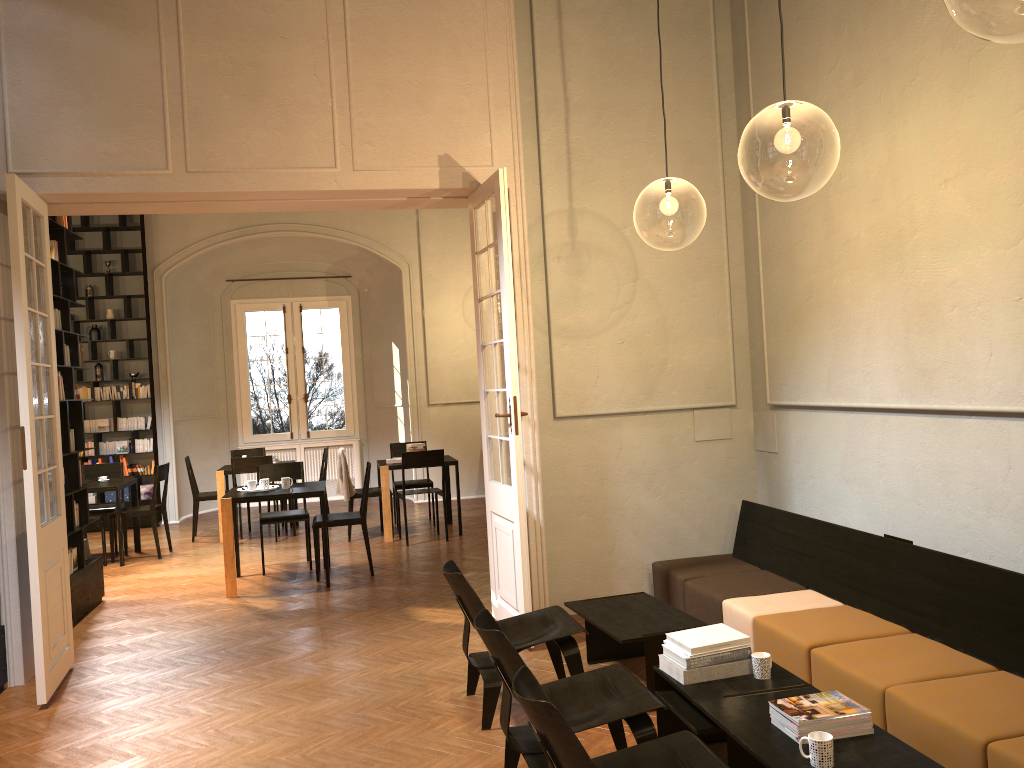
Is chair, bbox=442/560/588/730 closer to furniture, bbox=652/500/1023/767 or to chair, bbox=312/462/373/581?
furniture, bbox=652/500/1023/767

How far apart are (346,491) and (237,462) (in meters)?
1.44

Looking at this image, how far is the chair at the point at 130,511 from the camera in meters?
10.1

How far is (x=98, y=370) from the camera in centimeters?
1278cm

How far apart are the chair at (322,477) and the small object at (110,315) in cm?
395

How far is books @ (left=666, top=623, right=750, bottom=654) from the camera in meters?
4.0 m

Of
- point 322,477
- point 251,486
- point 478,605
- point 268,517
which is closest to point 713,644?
point 478,605

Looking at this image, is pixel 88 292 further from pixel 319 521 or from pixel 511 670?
pixel 511 670

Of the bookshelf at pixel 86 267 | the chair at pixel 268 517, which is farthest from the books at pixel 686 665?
the bookshelf at pixel 86 267

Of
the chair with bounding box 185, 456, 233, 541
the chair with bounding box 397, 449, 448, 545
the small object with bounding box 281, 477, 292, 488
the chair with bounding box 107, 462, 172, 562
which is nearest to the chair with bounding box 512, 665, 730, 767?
the small object with bounding box 281, 477, 292, 488
